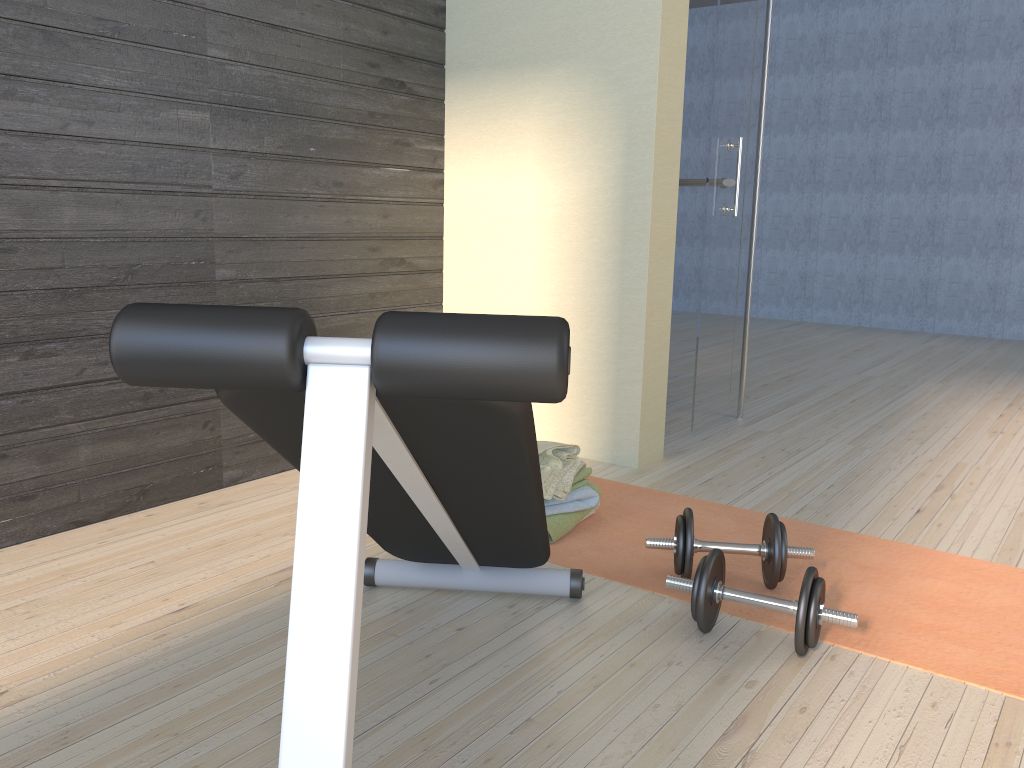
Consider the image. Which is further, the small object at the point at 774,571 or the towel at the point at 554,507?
the towel at the point at 554,507

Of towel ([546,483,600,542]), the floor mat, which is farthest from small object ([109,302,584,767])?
towel ([546,483,600,542])

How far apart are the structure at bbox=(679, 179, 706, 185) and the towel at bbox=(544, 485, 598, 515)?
1.9 meters

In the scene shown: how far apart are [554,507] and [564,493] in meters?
0.1

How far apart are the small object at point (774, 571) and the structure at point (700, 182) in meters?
2.1 m

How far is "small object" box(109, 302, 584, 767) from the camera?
0.8 meters

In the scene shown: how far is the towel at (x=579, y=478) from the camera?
2.5 meters

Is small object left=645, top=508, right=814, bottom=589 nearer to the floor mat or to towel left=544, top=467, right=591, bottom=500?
the floor mat

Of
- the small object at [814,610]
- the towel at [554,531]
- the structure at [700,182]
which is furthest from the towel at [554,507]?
the structure at [700,182]

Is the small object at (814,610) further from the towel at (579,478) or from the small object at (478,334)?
the towel at (579,478)
